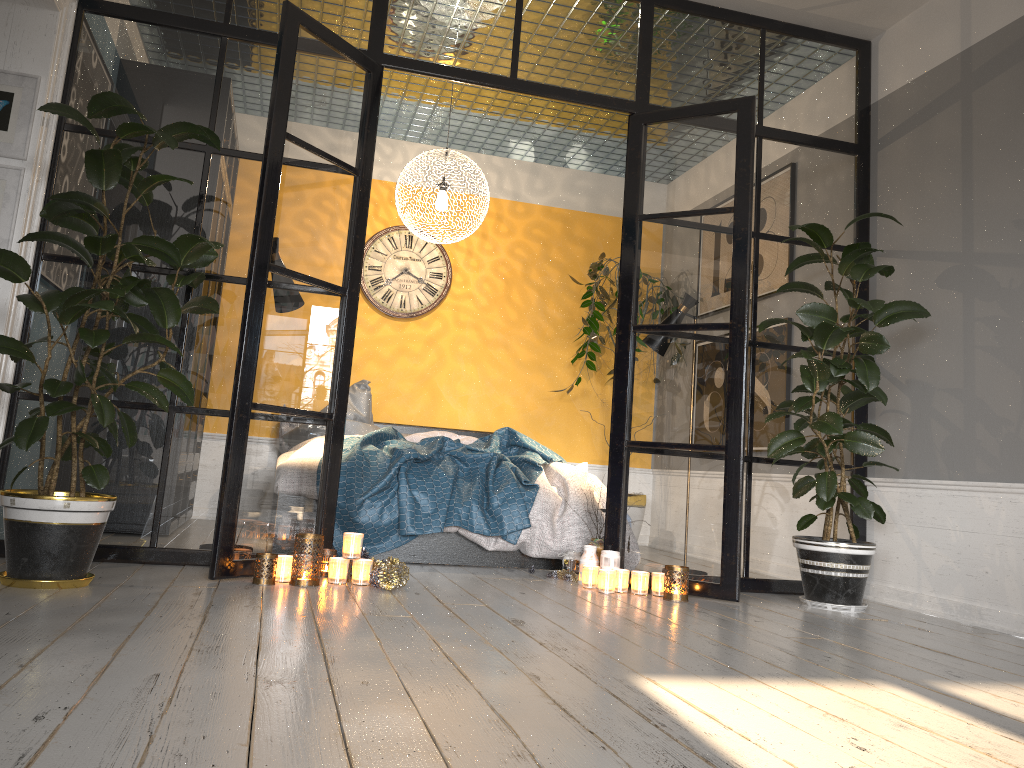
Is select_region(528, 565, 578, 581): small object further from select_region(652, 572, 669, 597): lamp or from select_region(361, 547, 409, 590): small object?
select_region(361, 547, 409, 590): small object

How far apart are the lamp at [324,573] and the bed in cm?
53

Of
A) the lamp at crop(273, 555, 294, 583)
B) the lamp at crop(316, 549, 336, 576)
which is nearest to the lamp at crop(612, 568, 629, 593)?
the lamp at crop(316, 549, 336, 576)

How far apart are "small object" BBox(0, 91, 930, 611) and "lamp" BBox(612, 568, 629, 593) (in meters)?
0.80

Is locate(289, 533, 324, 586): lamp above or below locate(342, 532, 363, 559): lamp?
below

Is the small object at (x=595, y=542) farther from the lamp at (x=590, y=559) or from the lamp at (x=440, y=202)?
the lamp at (x=440, y=202)

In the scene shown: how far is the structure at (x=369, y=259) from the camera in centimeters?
664cm

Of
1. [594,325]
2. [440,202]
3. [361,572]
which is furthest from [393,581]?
[594,325]

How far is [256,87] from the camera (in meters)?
3.94

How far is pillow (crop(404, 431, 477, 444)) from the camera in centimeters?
580cm
